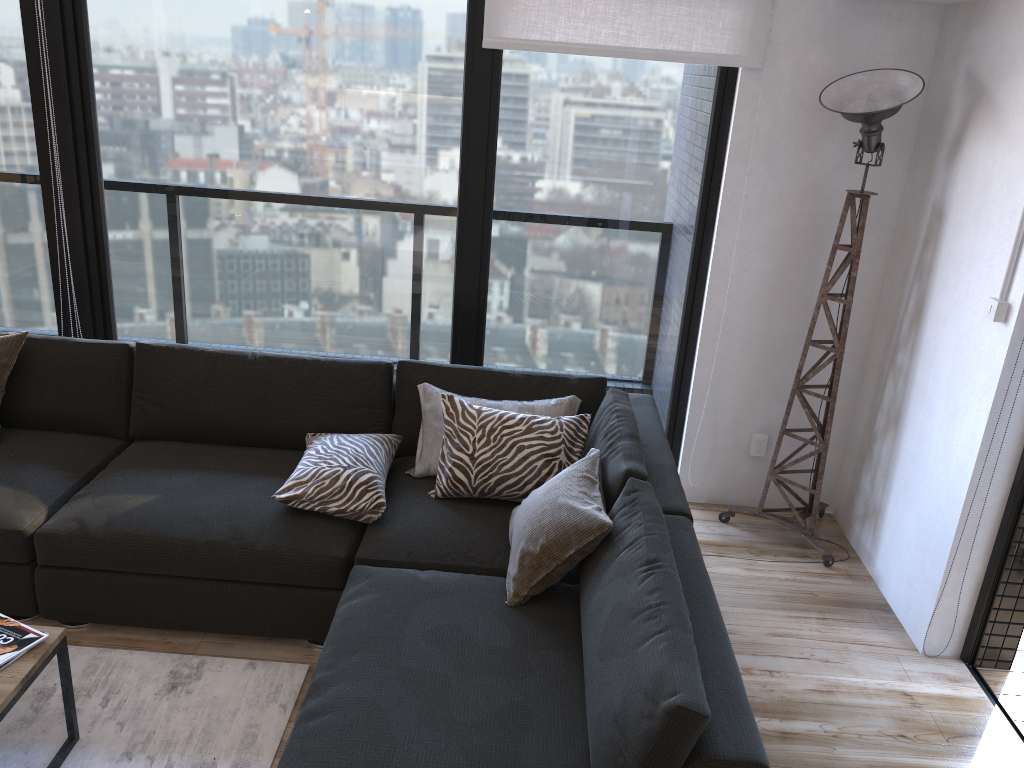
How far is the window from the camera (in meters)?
3.37

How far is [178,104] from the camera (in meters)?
3.47

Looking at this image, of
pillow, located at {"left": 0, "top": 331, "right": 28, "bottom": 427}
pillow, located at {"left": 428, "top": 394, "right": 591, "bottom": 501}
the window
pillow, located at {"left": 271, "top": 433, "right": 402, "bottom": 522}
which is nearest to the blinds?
the window

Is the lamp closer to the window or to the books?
the window

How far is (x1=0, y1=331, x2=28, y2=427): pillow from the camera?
3.2m

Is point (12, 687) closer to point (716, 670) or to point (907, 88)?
point (716, 670)

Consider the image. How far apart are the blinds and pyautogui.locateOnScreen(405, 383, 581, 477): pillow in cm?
128

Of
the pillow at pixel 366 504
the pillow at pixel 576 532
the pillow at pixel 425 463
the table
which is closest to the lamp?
the pillow at pixel 425 463

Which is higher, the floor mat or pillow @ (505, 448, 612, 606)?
pillow @ (505, 448, 612, 606)

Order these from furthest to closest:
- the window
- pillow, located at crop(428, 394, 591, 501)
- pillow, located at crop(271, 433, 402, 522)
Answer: the window
pillow, located at crop(428, 394, 591, 501)
pillow, located at crop(271, 433, 402, 522)
